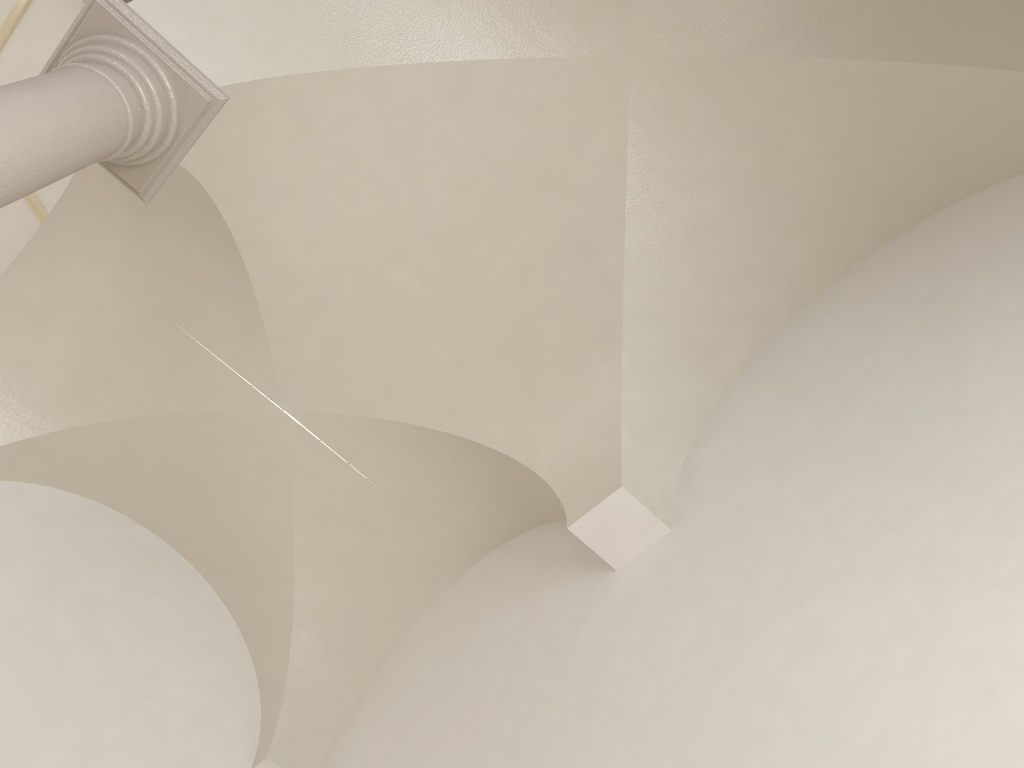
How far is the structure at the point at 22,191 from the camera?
3.1 meters

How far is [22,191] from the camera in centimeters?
313cm

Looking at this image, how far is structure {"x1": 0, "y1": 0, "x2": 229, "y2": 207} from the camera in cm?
313
